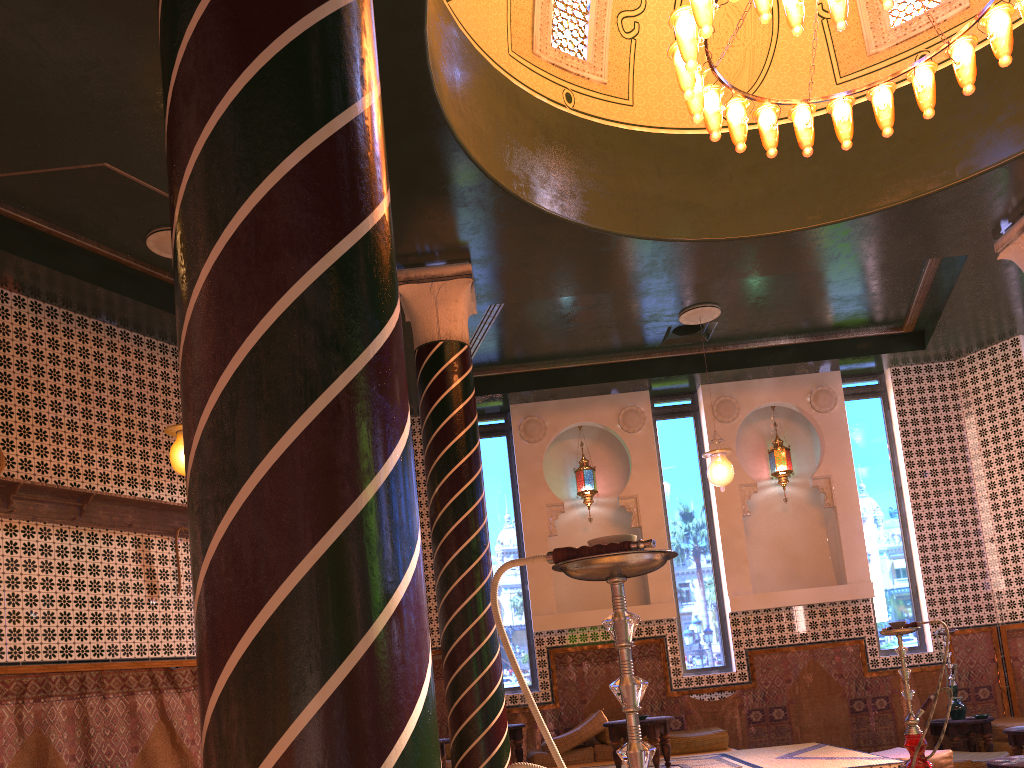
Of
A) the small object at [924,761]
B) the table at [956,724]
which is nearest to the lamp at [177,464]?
the small object at [924,761]

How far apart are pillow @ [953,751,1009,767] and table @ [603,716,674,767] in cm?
343

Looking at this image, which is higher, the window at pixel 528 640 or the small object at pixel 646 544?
the window at pixel 528 640

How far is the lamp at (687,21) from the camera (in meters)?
6.22

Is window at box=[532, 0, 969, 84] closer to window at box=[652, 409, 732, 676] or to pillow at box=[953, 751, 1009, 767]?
window at box=[652, 409, 732, 676]

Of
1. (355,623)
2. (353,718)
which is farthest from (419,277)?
(353,718)

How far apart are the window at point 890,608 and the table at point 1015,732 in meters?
2.7

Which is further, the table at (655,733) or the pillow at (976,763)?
the pillow at (976,763)

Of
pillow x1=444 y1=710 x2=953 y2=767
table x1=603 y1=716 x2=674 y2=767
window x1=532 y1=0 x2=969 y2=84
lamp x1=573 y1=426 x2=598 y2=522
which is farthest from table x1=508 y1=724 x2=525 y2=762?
window x1=532 y1=0 x2=969 y2=84

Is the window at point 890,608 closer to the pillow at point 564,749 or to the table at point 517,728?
the pillow at point 564,749
